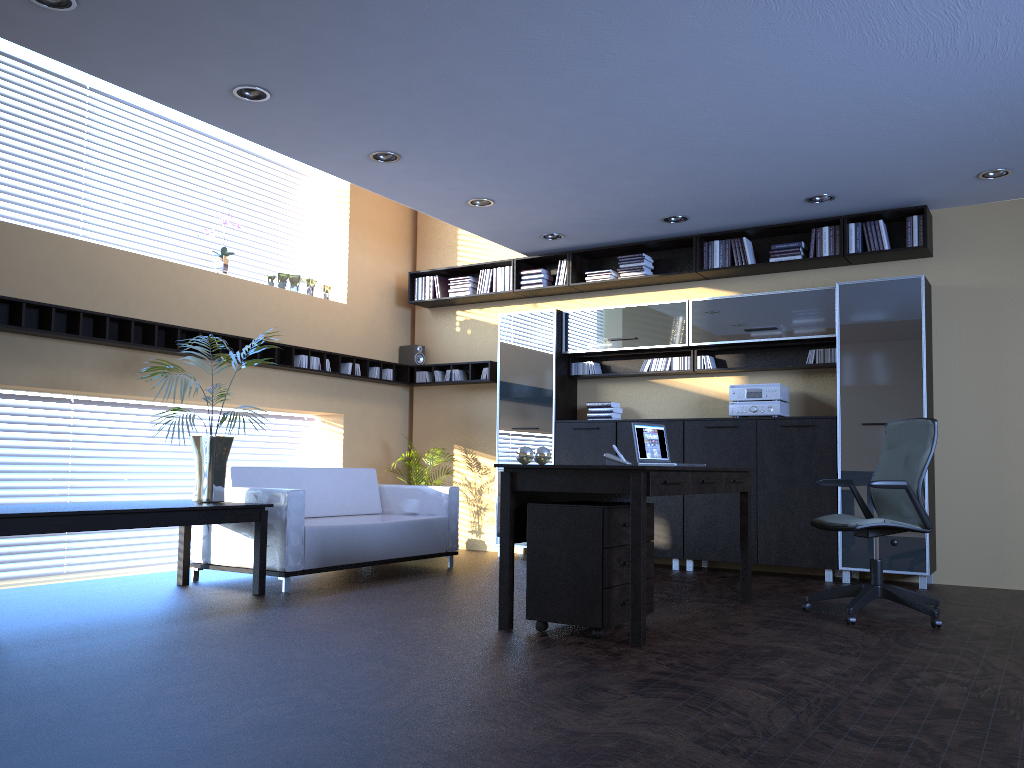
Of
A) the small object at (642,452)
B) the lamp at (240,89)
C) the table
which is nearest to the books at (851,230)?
the small object at (642,452)

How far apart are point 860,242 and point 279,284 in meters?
5.2 m

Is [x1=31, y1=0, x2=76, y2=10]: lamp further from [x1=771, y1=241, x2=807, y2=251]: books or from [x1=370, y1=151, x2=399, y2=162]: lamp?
[x1=771, y1=241, x2=807, y2=251]: books

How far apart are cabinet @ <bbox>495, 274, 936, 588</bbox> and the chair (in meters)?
1.28

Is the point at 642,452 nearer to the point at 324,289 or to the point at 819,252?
the point at 819,252

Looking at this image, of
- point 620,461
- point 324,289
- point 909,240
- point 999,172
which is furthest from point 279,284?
point 999,172

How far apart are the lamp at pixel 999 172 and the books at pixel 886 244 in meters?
0.9

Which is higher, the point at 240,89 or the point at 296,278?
the point at 240,89

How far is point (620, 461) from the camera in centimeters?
524cm

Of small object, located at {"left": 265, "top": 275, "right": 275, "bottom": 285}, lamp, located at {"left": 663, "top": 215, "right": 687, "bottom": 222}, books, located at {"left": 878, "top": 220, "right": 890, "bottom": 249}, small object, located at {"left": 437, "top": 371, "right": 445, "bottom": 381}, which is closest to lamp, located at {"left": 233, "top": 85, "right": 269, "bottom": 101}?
small object, located at {"left": 265, "top": 275, "right": 275, "bottom": 285}
